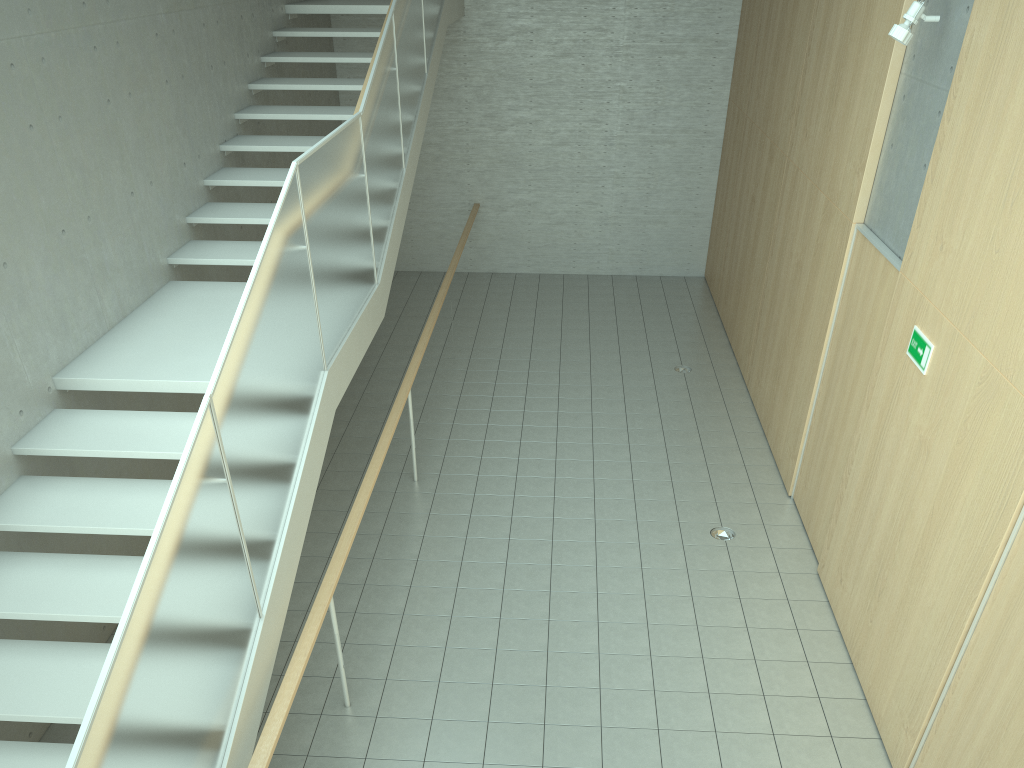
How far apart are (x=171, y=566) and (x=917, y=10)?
4.8m

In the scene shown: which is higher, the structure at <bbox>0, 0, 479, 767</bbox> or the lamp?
the lamp

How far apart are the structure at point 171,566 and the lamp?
3.3m

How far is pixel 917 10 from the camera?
4.9m

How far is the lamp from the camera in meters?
4.9

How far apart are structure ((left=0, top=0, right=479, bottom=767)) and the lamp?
3.34m

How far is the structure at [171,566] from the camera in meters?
2.8 m

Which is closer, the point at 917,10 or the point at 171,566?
the point at 171,566

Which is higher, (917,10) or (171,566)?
(917,10)

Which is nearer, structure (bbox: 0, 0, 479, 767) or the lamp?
structure (bbox: 0, 0, 479, 767)
